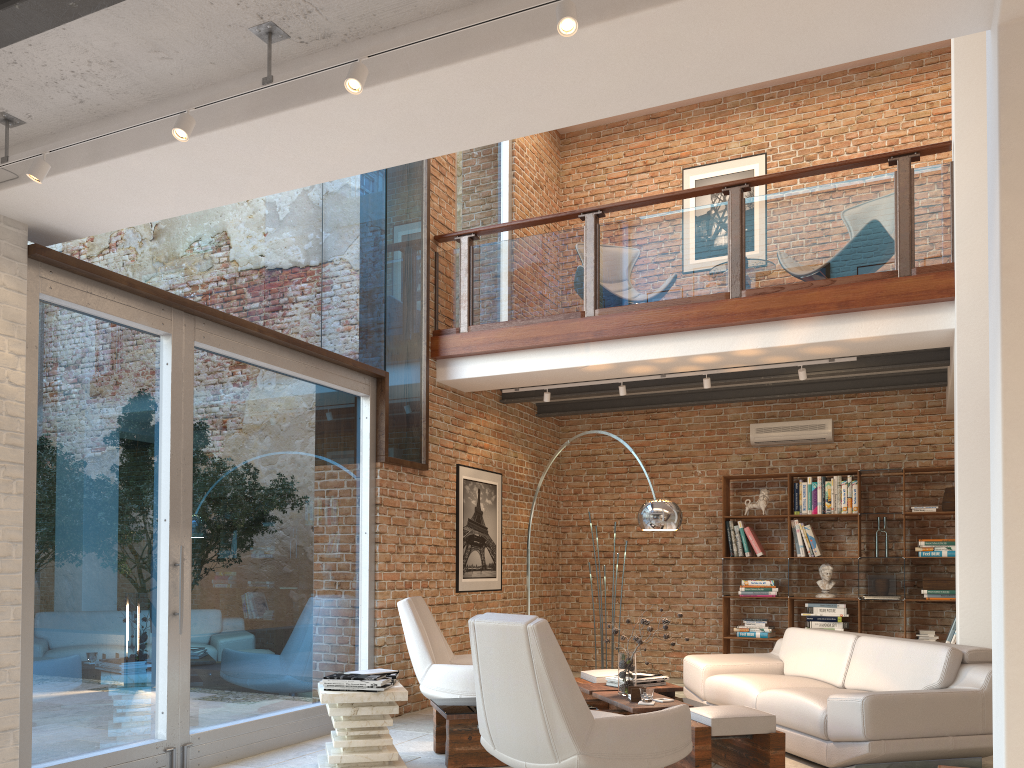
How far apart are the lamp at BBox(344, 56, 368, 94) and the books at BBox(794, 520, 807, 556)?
7.07m

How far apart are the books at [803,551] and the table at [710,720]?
3.13m

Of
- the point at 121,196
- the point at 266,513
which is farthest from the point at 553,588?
the point at 121,196

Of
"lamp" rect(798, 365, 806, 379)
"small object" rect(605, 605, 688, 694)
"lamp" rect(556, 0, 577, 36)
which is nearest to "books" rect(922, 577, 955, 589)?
"lamp" rect(798, 365, 806, 379)

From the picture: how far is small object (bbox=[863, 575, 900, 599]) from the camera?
8.22m

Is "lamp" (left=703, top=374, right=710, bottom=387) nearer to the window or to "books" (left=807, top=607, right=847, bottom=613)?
the window

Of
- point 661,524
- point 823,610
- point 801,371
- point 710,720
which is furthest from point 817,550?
point 710,720

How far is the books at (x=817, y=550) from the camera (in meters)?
8.57

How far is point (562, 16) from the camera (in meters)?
2.64

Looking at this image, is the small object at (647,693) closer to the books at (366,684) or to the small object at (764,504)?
the books at (366,684)
